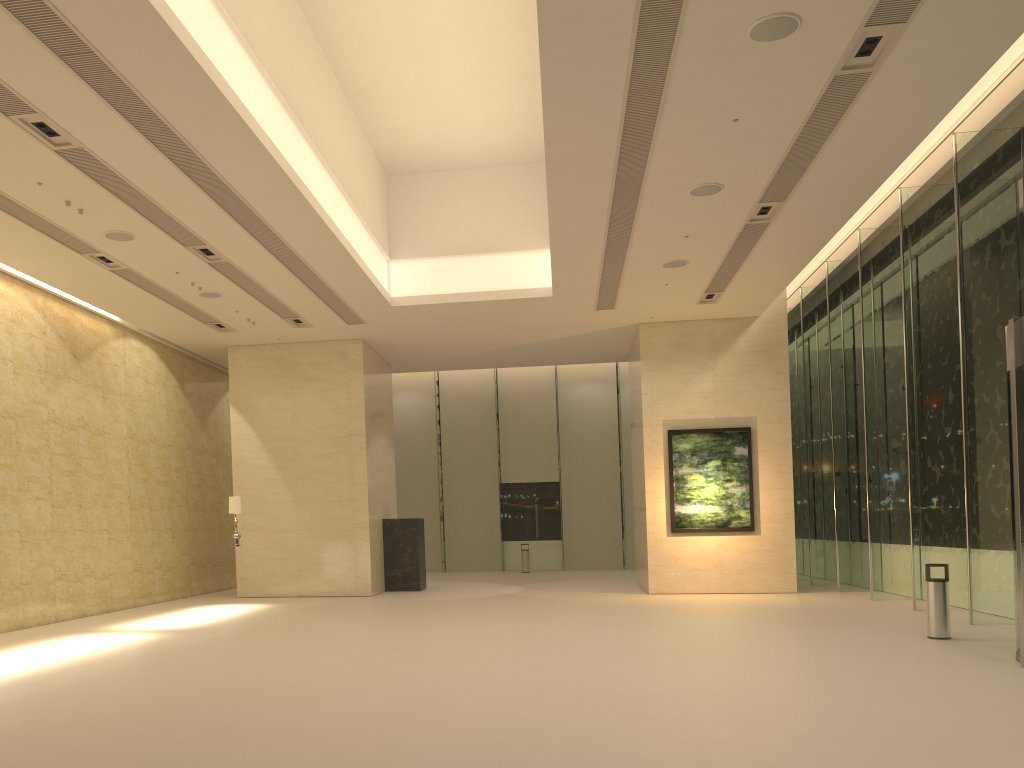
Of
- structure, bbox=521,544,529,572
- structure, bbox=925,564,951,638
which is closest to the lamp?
structure, bbox=925,564,951,638

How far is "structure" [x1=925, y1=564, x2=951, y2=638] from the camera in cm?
1126

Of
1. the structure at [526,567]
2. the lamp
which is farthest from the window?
the lamp

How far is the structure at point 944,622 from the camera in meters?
11.3

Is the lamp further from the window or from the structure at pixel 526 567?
the structure at pixel 526 567

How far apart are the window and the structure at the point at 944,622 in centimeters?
193cm

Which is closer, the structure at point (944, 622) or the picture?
the structure at point (944, 622)

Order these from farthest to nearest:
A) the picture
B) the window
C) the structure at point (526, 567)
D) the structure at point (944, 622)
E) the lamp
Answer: the structure at point (526, 567) → the picture → the lamp → the window → the structure at point (944, 622)

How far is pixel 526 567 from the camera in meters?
28.3 m

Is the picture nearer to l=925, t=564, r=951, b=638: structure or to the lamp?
l=925, t=564, r=951, b=638: structure
